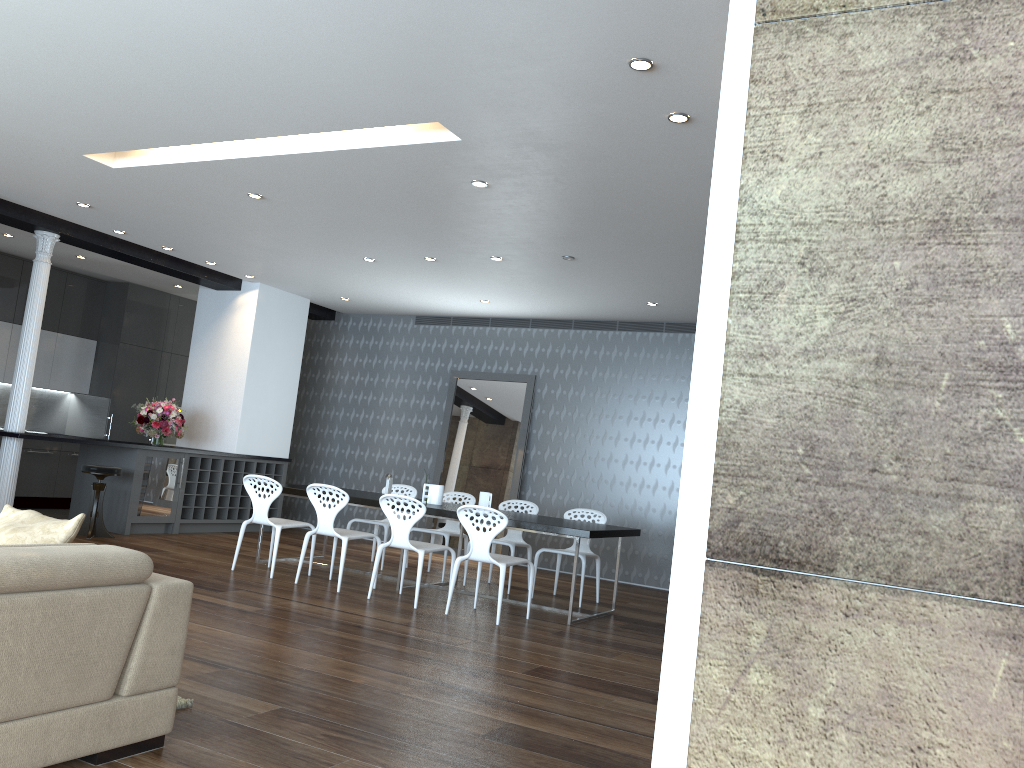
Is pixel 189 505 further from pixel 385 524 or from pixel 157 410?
pixel 385 524

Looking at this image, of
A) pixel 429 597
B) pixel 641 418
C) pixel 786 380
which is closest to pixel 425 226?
pixel 429 597

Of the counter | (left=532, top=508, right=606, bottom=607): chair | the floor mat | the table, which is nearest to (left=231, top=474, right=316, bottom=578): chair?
the table

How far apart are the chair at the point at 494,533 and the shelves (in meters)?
4.56

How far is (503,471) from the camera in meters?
10.7 m

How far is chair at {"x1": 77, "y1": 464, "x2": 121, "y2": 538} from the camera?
8.6 meters

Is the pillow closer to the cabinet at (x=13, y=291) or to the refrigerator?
the refrigerator

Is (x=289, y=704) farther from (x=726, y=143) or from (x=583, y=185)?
(x=583, y=185)

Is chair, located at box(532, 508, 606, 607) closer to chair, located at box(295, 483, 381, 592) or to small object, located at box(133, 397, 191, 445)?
chair, located at box(295, 483, 381, 592)

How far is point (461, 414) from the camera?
11.2m
